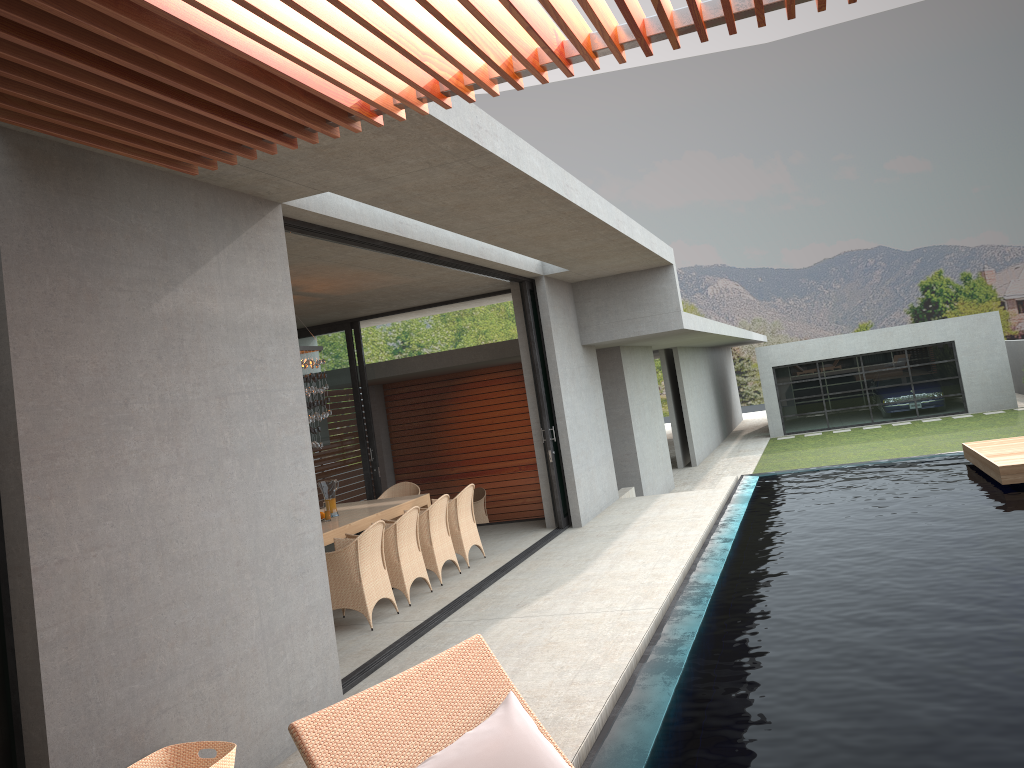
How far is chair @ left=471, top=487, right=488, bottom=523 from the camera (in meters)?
14.97

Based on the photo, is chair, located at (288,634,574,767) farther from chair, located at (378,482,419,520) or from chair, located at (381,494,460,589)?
chair, located at (378,482,419,520)

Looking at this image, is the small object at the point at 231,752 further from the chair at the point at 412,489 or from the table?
the chair at the point at 412,489

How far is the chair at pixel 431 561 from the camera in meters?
9.0 m

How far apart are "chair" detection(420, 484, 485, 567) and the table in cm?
59

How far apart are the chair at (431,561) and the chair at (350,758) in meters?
6.4 m

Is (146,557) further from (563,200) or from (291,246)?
(563,200)

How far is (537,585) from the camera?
8.5 meters

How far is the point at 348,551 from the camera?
7.6m

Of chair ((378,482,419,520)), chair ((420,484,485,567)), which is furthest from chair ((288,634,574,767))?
chair ((378,482,419,520))
